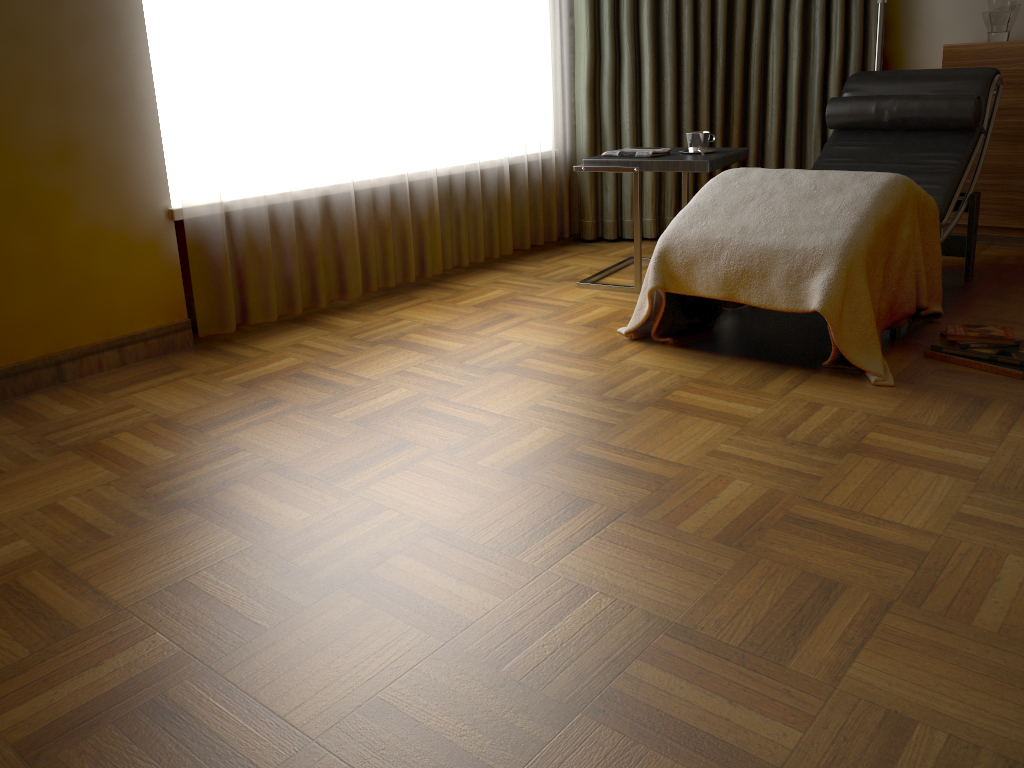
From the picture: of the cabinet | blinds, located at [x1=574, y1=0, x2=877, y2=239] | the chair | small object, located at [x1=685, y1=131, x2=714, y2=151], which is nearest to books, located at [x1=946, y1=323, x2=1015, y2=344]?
the chair

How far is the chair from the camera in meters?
3.3

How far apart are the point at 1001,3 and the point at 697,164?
1.78m

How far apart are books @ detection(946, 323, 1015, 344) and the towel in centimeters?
127cm

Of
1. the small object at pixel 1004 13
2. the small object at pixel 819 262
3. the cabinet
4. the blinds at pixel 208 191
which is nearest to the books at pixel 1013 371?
the small object at pixel 819 262

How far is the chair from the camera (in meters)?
3.25

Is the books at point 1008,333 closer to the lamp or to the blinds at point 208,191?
the lamp

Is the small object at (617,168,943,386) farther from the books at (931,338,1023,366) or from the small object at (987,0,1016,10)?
the small object at (987,0,1016,10)

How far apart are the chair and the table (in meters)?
0.28

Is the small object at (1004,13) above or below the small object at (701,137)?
above
